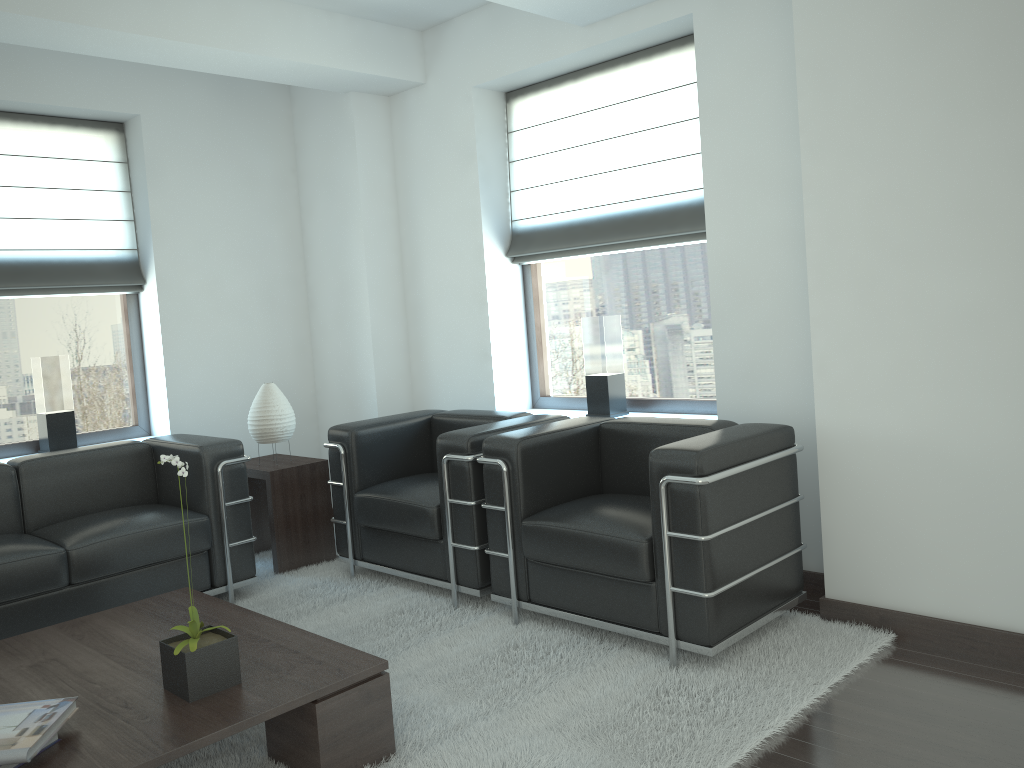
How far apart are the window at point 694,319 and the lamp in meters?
2.1 m

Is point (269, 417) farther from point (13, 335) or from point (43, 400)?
point (13, 335)

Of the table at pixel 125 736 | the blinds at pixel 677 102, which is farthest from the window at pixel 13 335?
the blinds at pixel 677 102

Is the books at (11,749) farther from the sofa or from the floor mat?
the sofa

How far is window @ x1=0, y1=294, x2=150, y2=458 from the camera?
7.1 meters

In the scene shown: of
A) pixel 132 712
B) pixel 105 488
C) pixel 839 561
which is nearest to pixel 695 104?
pixel 839 561

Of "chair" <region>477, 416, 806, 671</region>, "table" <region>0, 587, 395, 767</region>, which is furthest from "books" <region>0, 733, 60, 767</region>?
"chair" <region>477, 416, 806, 671</region>

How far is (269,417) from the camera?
6.9m

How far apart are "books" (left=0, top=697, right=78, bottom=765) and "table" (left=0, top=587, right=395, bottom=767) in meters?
0.1

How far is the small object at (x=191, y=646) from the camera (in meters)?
3.60
